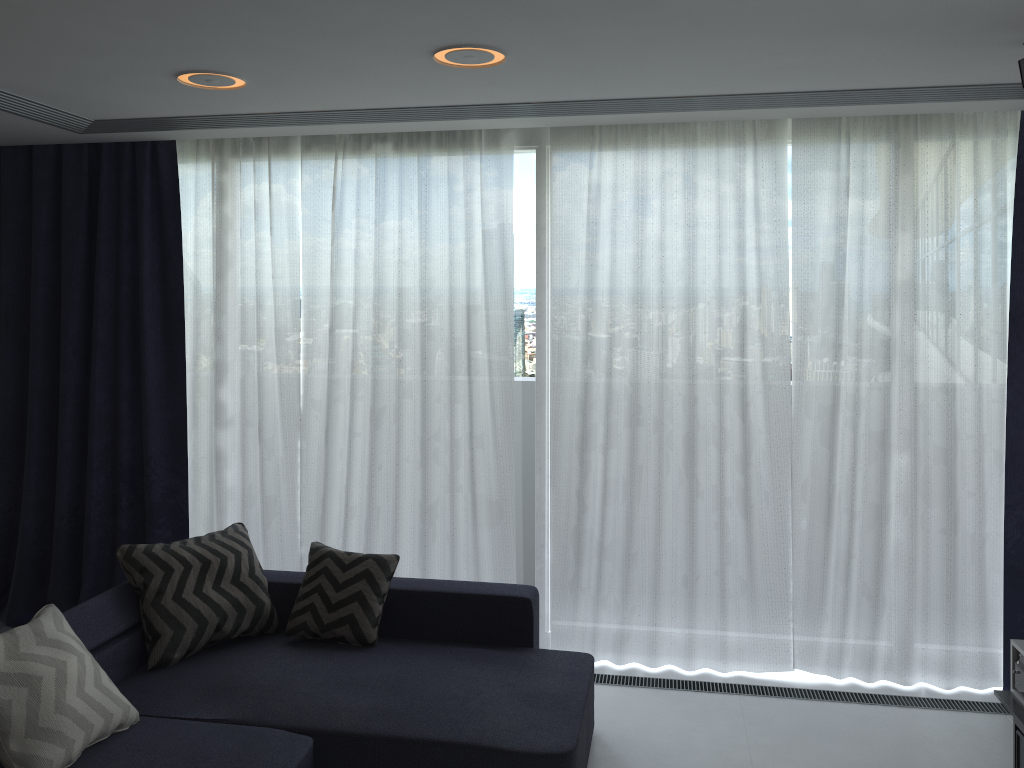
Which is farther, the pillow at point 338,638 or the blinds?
the blinds

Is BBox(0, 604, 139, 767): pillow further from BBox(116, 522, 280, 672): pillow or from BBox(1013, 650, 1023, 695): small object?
BBox(1013, 650, 1023, 695): small object

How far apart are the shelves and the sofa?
1.5 meters

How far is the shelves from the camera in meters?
3.1

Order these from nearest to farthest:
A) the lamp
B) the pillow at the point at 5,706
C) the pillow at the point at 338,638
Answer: the pillow at the point at 5,706 < the lamp < the pillow at the point at 338,638

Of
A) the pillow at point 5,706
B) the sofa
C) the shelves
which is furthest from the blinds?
the pillow at point 5,706

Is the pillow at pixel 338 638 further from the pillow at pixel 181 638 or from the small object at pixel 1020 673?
the small object at pixel 1020 673

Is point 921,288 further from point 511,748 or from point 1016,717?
point 511,748

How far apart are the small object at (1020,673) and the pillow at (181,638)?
2.9 meters

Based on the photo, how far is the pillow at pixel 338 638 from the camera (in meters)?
3.65
